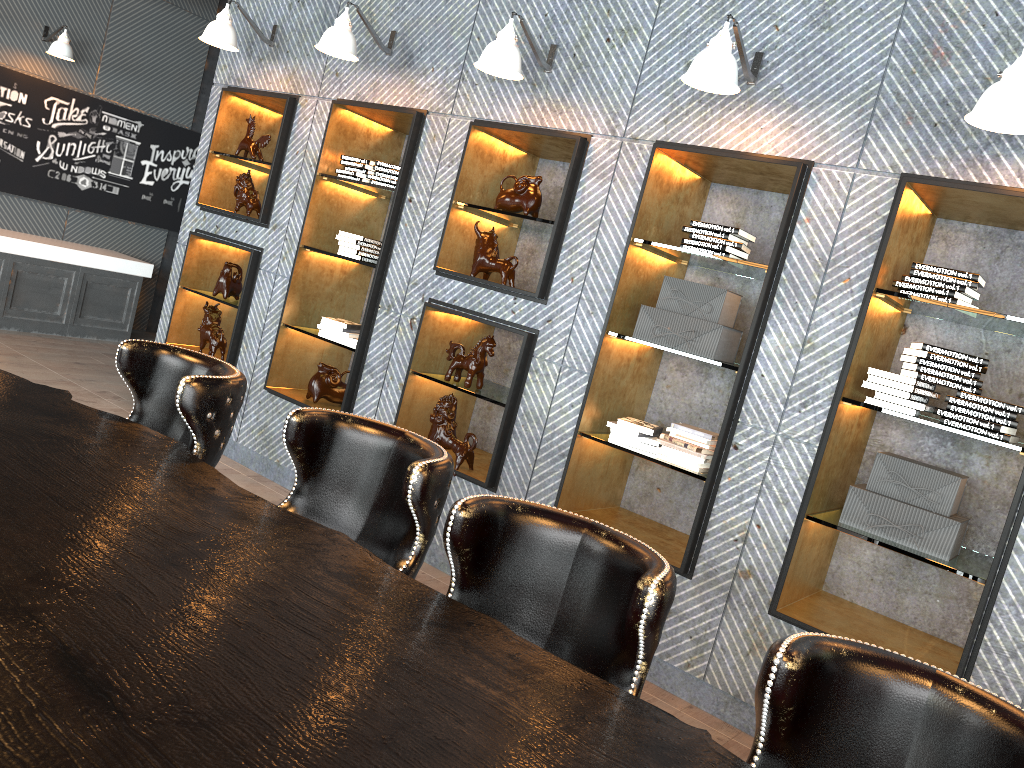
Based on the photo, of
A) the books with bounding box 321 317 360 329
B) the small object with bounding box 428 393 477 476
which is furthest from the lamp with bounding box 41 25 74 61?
the small object with bounding box 428 393 477 476

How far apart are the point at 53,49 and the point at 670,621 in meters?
7.5

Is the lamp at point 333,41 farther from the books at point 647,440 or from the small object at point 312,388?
the books at point 647,440

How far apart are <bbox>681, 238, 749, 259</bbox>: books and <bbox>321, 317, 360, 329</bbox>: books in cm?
217

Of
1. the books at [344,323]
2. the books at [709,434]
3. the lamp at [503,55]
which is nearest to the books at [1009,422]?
the books at [709,434]

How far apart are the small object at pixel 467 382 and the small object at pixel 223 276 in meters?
1.9

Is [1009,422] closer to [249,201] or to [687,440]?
[687,440]

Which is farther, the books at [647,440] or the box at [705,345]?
the books at [647,440]

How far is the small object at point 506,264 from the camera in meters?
4.5 m

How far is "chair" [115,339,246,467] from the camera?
2.4 meters
